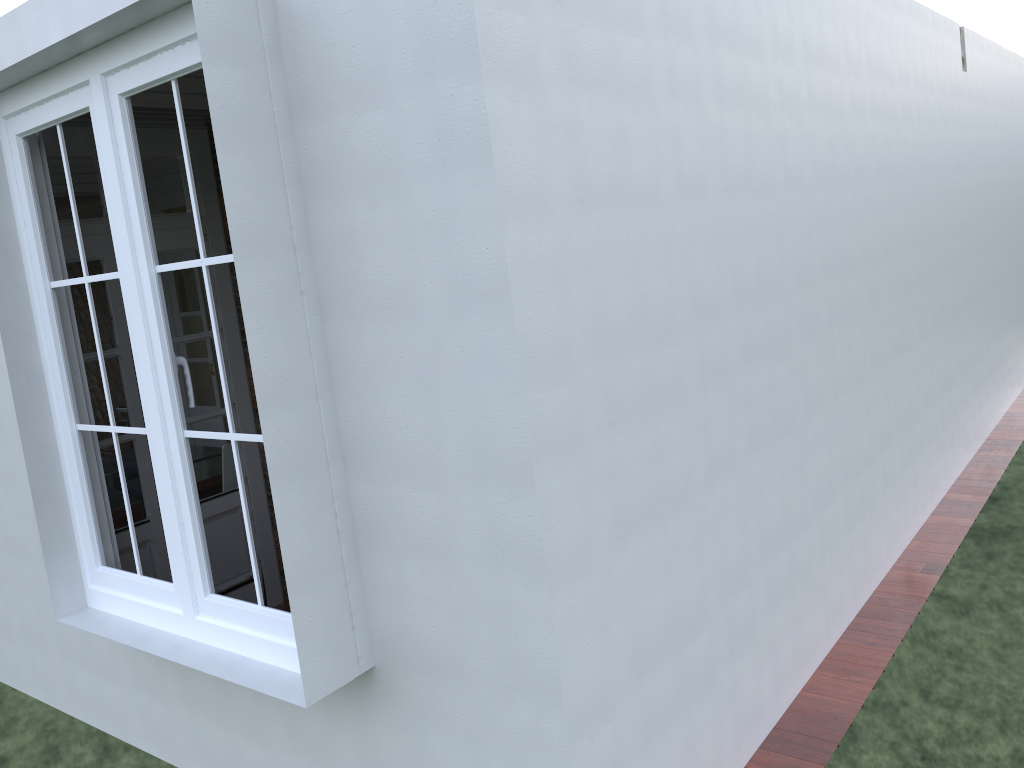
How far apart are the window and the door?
0.9m

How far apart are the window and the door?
0.94m

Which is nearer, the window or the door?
the window

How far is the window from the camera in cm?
271

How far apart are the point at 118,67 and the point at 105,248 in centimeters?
184cm

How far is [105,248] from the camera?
4.34m

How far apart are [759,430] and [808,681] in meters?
1.1 m

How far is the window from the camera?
2.7m

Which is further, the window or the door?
the door
